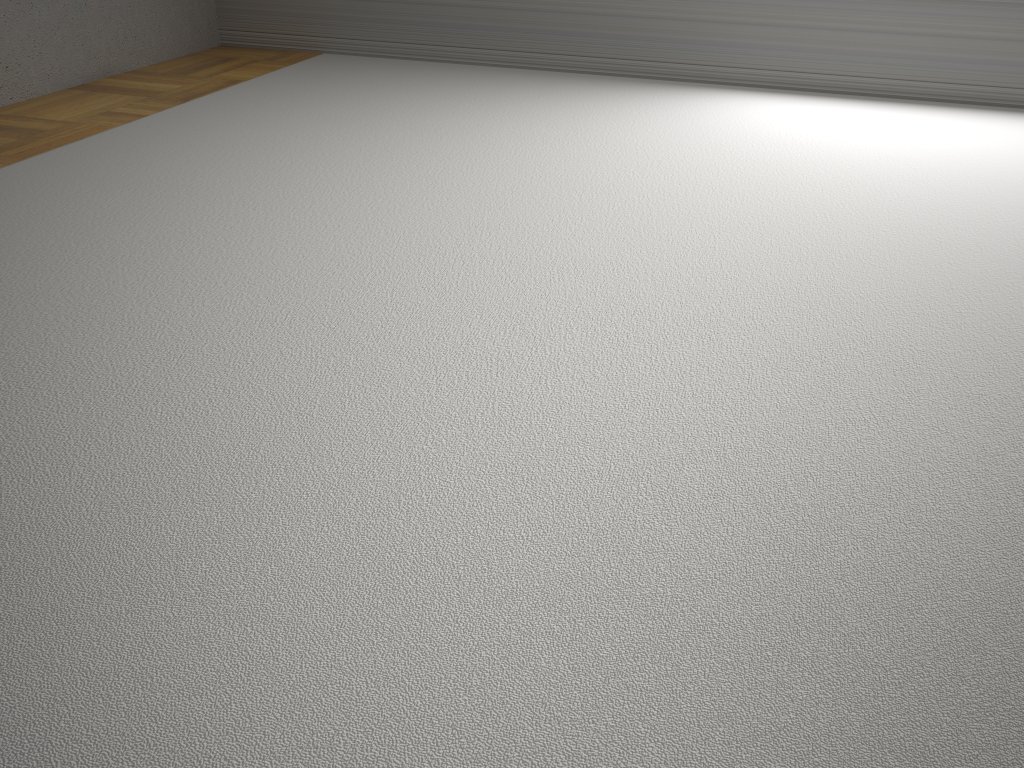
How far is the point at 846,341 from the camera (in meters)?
2.12
